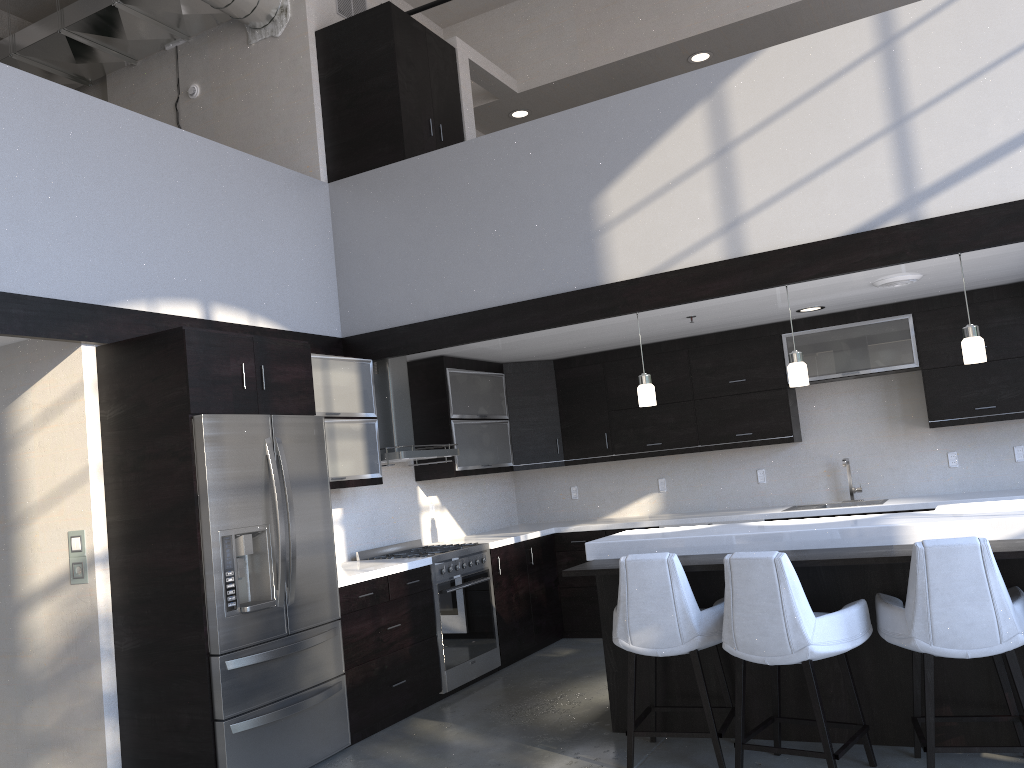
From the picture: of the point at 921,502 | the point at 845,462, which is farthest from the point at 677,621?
the point at 845,462

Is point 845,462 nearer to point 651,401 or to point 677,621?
point 651,401

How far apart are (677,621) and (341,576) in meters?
2.0 m

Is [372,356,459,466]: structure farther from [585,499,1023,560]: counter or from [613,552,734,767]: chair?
[613,552,734,767]: chair

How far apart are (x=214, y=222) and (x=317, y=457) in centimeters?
160cm

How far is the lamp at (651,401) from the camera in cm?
512

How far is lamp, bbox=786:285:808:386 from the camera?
4.72m

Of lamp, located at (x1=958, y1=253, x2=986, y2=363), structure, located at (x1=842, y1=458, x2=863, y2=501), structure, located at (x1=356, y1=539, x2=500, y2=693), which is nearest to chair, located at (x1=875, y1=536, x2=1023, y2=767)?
lamp, located at (x1=958, y1=253, x2=986, y2=363)

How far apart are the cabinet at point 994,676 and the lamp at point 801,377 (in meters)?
1.08

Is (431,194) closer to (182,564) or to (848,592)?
(182,564)
